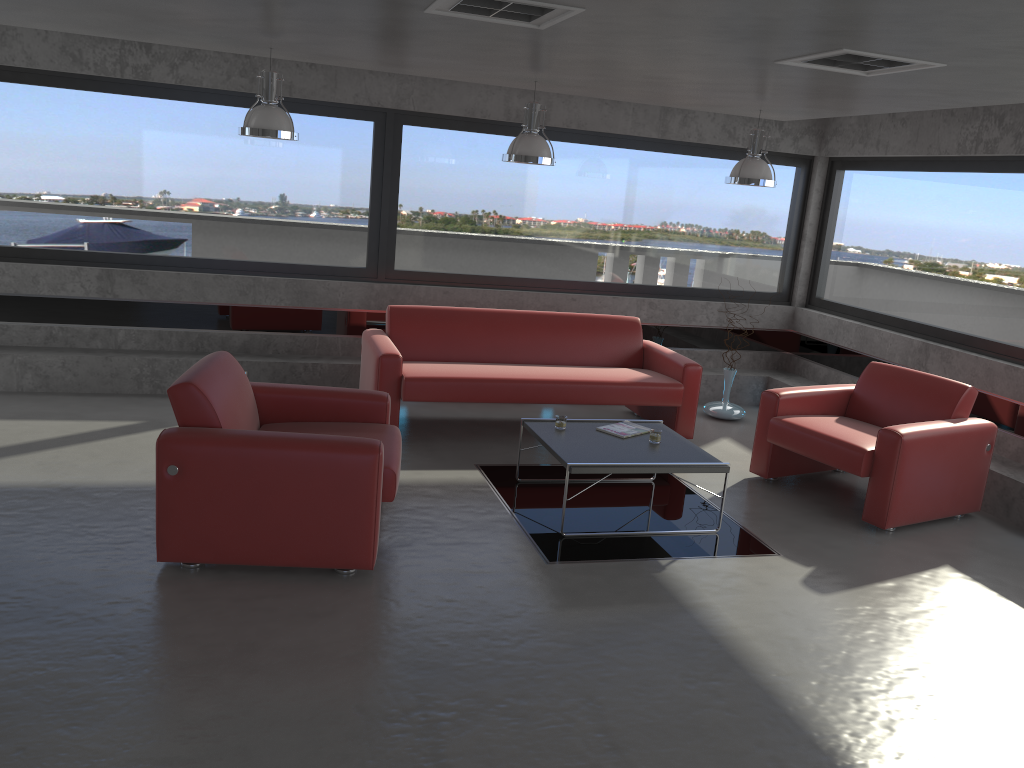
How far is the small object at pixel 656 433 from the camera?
5.6 meters

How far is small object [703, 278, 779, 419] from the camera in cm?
802

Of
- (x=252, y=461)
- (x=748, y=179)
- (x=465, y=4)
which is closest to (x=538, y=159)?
(x=748, y=179)

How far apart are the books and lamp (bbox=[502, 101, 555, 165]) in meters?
1.9

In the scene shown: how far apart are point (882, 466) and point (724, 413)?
2.6m

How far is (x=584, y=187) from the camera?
8.29m

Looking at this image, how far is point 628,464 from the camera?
5.05m

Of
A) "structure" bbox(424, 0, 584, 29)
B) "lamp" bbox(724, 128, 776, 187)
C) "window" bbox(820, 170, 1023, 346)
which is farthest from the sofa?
"structure" bbox(424, 0, 584, 29)

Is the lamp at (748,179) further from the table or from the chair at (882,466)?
the table

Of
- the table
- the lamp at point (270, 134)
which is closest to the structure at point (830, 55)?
the table
